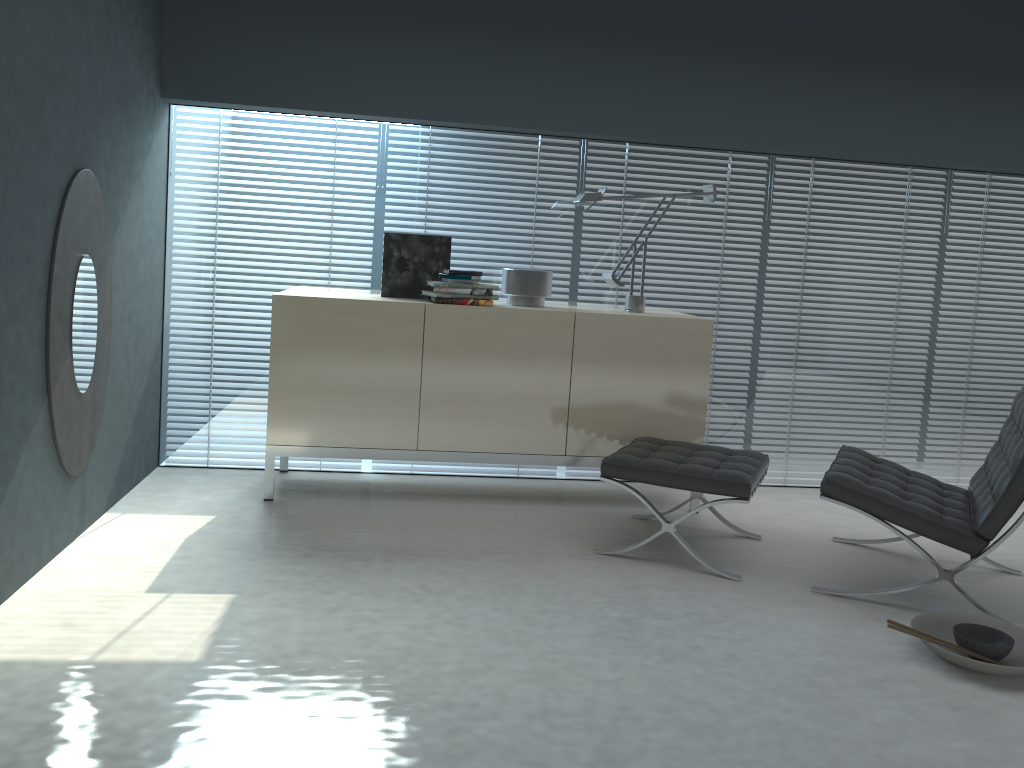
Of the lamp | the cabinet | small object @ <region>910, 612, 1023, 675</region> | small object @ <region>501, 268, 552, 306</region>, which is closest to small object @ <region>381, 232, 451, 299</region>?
the cabinet

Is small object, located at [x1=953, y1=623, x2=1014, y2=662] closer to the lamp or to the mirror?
the lamp

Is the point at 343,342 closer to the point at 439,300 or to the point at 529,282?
the point at 439,300

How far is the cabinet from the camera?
3.8 meters

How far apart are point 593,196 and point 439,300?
0.9 meters

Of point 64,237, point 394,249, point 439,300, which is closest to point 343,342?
point 439,300

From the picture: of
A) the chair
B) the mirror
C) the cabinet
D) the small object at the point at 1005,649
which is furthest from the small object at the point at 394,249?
the small object at the point at 1005,649

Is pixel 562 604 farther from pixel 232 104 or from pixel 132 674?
pixel 232 104

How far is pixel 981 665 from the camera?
2.5 meters

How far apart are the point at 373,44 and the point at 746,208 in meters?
2.0
